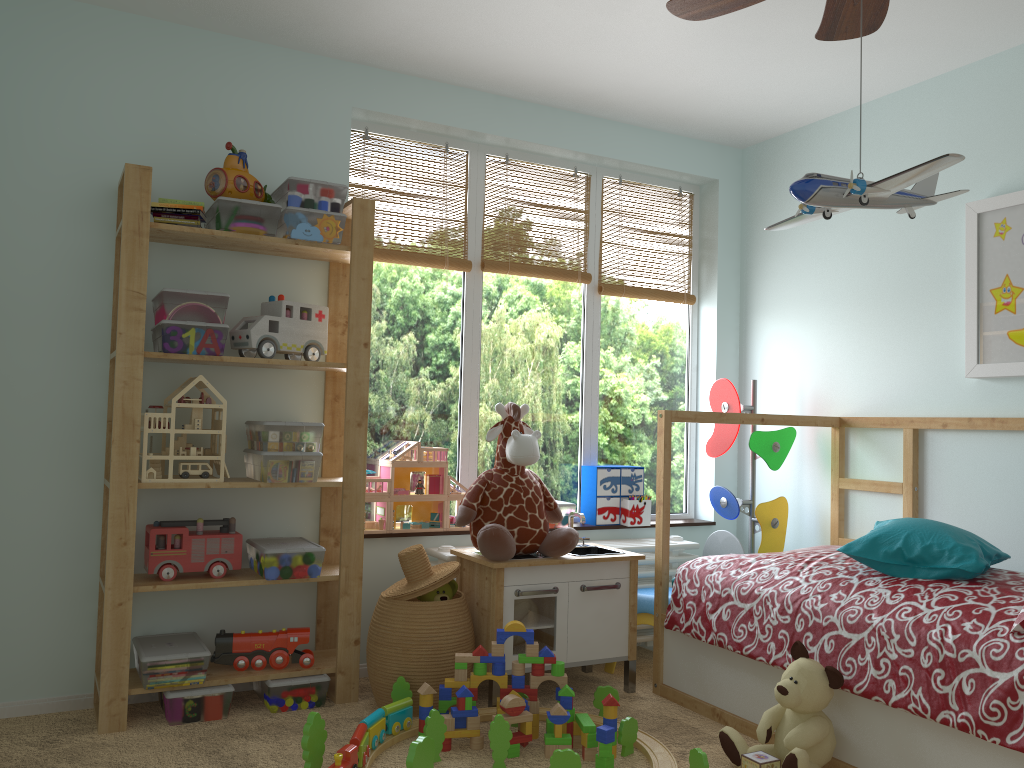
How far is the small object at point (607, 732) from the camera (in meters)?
2.34

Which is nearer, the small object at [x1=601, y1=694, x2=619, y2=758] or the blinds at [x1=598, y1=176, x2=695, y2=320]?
the small object at [x1=601, y1=694, x2=619, y2=758]

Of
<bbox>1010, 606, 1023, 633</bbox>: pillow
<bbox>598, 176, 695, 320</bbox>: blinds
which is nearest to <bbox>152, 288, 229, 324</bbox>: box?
<bbox>598, 176, 695, 320</bbox>: blinds

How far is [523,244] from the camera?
3.7m

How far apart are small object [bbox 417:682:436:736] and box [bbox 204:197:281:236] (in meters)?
1.44

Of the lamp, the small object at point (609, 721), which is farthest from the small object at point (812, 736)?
the lamp

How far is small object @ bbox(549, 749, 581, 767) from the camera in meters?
2.2

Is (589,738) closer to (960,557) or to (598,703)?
(598,703)

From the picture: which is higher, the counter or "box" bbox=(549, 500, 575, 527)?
"box" bbox=(549, 500, 575, 527)

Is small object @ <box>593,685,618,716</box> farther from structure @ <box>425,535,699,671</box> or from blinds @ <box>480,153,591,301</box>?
blinds @ <box>480,153,591,301</box>
